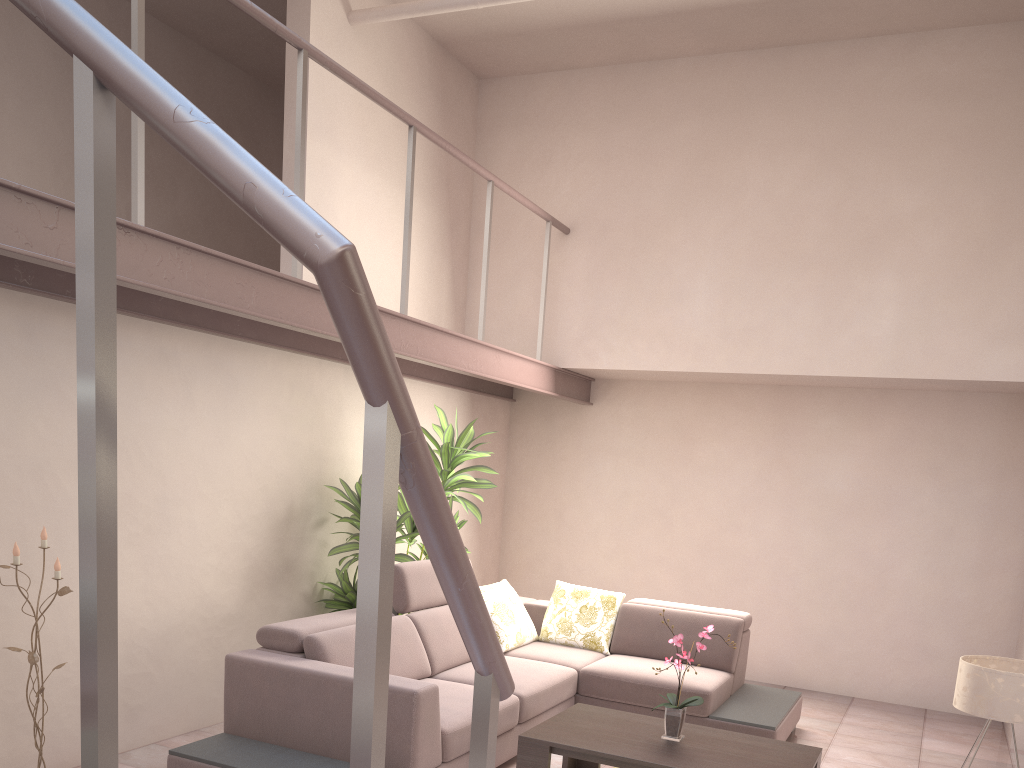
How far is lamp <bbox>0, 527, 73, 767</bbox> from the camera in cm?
347

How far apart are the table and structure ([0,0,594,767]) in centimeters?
214cm

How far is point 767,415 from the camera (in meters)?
6.62

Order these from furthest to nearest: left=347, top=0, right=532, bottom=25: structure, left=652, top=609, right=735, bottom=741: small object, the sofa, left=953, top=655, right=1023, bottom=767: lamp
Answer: left=347, top=0, right=532, bottom=25: structure → left=652, top=609, right=735, bottom=741: small object → the sofa → left=953, top=655, right=1023, bottom=767: lamp

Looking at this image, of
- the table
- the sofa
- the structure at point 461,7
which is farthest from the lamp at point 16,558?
the structure at point 461,7

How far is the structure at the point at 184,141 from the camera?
0.9 meters

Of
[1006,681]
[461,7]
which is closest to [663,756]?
[1006,681]

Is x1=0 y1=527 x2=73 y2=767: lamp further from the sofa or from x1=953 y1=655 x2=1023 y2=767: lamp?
x1=953 y1=655 x2=1023 y2=767: lamp

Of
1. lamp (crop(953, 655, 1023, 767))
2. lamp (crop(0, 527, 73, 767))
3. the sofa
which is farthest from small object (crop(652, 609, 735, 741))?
lamp (crop(0, 527, 73, 767))

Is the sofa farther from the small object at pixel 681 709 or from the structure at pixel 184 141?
the structure at pixel 184 141
